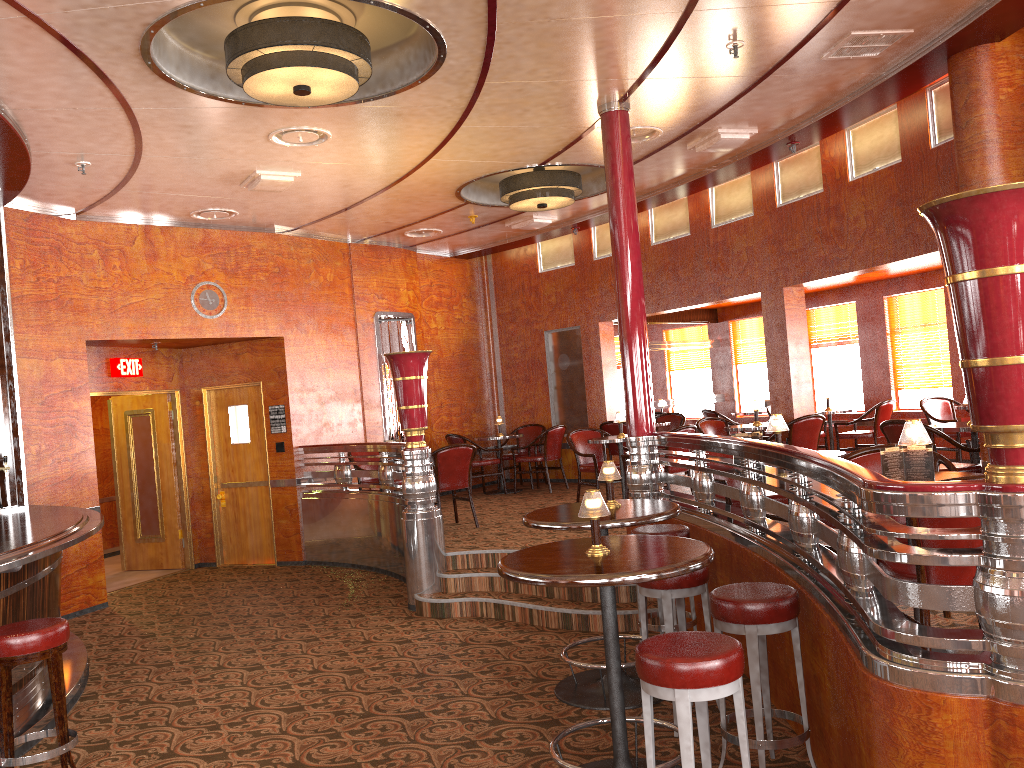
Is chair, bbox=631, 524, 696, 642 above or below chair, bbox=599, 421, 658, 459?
below

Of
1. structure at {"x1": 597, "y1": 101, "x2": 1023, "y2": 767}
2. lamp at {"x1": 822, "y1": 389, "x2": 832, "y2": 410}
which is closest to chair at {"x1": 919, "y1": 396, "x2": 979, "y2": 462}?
lamp at {"x1": 822, "y1": 389, "x2": 832, "y2": 410}

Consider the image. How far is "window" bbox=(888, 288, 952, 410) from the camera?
10.5 meters

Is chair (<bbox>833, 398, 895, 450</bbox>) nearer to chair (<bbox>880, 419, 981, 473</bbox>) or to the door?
chair (<bbox>880, 419, 981, 473</bbox>)

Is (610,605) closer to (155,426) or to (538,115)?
(538,115)

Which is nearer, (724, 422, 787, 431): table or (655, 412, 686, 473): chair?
(724, 422, 787, 431): table

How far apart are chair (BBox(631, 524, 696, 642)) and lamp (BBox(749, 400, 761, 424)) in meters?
3.8 m

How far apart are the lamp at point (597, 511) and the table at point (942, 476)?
1.4m

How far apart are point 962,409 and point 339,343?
6.69m

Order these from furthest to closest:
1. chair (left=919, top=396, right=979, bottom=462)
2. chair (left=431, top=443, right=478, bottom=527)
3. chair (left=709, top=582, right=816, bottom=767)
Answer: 1. chair (left=919, top=396, right=979, bottom=462)
2. chair (left=431, top=443, right=478, bottom=527)
3. chair (left=709, top=582, right=816, bottom=767)
